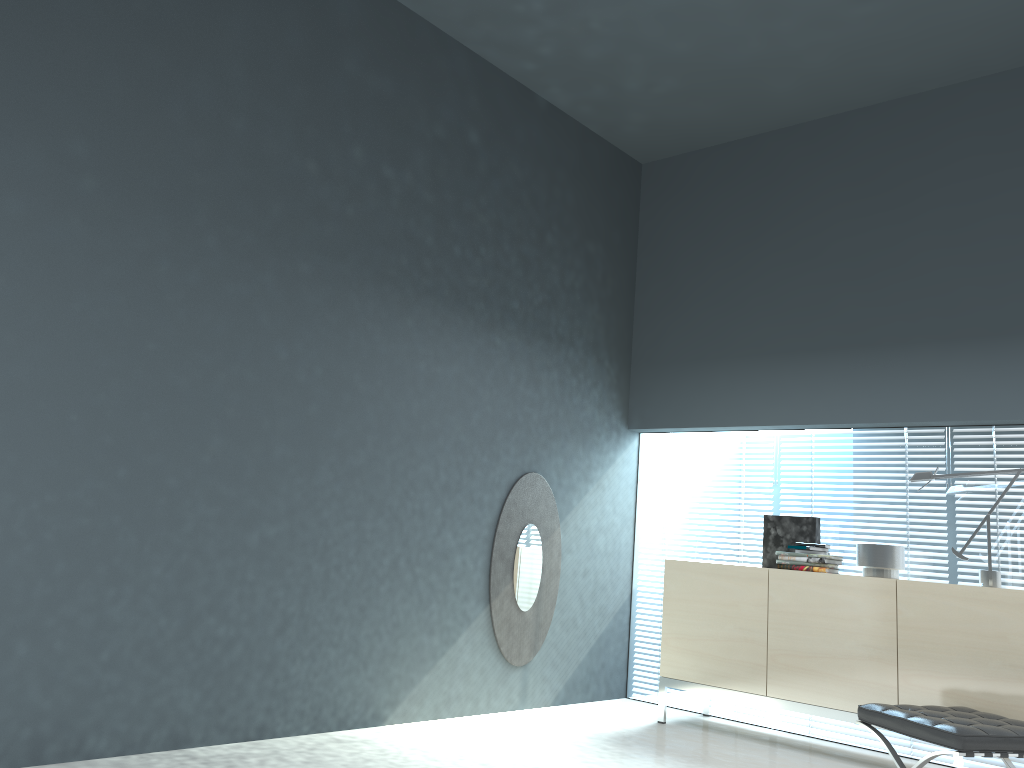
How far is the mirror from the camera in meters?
5.0 m

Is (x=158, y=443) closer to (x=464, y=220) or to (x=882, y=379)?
(x=464, y=220)

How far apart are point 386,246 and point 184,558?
1.81m

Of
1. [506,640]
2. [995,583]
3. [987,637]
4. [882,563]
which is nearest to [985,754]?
[987,637]

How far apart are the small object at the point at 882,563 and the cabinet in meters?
0.2

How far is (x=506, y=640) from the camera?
5.0 meters

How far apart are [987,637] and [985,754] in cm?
87

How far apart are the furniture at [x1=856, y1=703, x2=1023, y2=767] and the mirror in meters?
1.9

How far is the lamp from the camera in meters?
4.3

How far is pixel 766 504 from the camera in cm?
543
